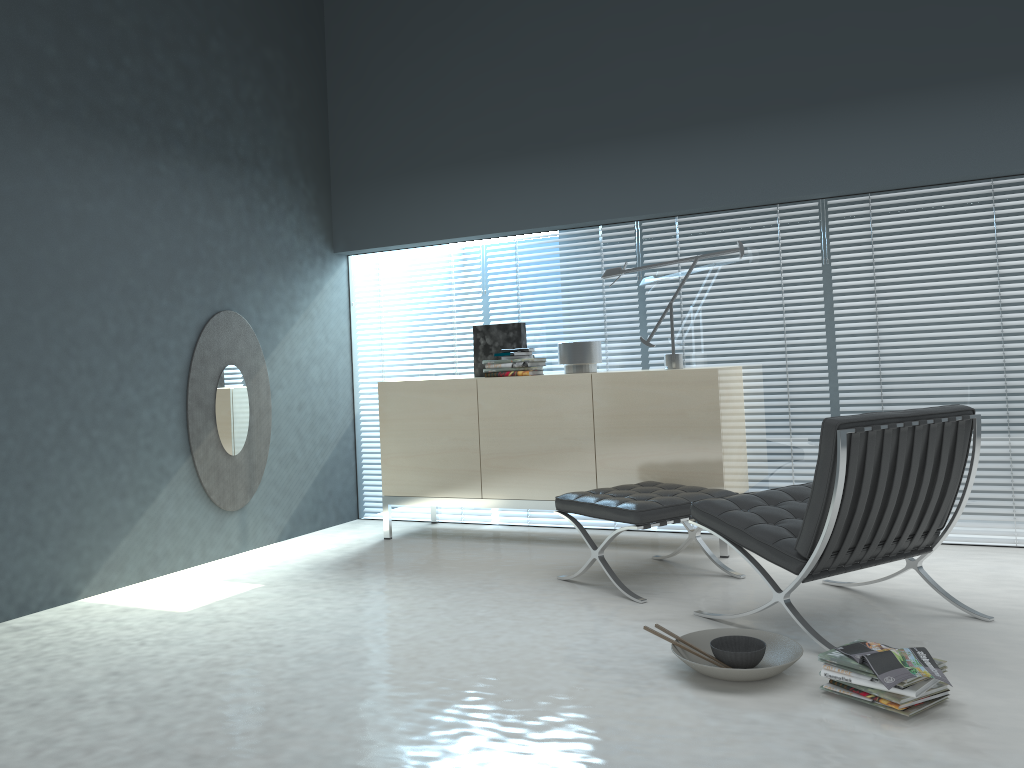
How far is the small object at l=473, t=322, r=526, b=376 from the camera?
5.02m

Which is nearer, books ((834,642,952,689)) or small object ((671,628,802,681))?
books ((834,642,952,689))

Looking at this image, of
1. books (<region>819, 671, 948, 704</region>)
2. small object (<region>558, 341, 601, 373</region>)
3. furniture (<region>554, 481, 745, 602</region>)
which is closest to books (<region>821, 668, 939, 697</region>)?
books (<region>819, 671, 948, 704</region>)

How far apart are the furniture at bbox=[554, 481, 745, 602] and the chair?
0.3m

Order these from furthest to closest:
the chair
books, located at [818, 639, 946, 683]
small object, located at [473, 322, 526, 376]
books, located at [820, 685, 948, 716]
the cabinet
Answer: small object, located at [473, 322, 526, 376], the cabinet, the chair, books, located at [818, 639, 946, 683], books, located at [820, 685, 948, 716]

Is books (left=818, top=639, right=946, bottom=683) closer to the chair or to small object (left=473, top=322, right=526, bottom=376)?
the chair

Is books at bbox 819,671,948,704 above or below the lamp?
below

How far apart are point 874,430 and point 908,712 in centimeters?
86cm

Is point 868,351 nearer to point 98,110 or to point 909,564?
point 909,564

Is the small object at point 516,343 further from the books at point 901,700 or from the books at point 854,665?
the books at point 901,700
